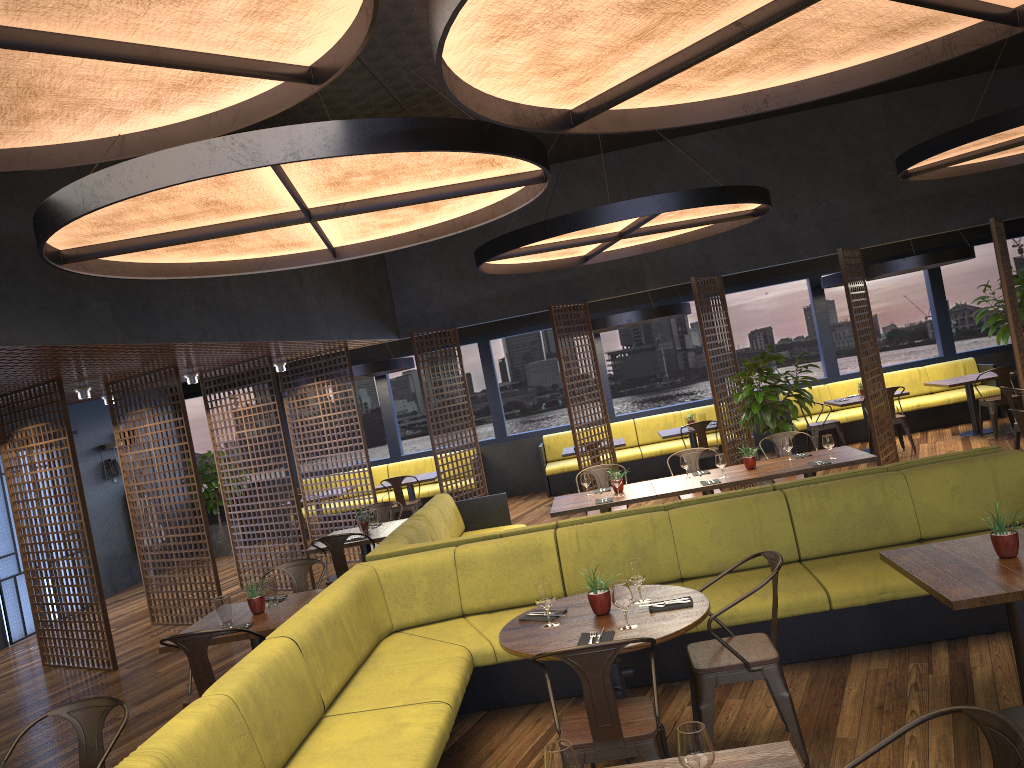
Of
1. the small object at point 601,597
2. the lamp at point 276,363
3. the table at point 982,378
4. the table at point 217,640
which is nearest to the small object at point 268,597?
the table at point 217,640

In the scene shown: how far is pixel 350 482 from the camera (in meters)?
11.22

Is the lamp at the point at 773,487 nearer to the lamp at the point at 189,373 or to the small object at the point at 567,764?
the lamp at the point at 189,373

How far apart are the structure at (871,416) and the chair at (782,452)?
2.1m

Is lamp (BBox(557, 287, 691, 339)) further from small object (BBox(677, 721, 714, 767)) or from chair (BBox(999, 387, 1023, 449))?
small object (BBox(677, 721, 714, 767))

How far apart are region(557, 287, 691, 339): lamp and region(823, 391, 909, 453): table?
2.5 meters

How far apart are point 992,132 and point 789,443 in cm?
299

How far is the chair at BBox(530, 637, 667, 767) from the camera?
3.4m

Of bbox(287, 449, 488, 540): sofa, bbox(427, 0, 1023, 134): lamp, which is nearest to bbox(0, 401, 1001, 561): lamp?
bbox(427, 0, 1023, 134): lamp

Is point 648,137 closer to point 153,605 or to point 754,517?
point 754,517
